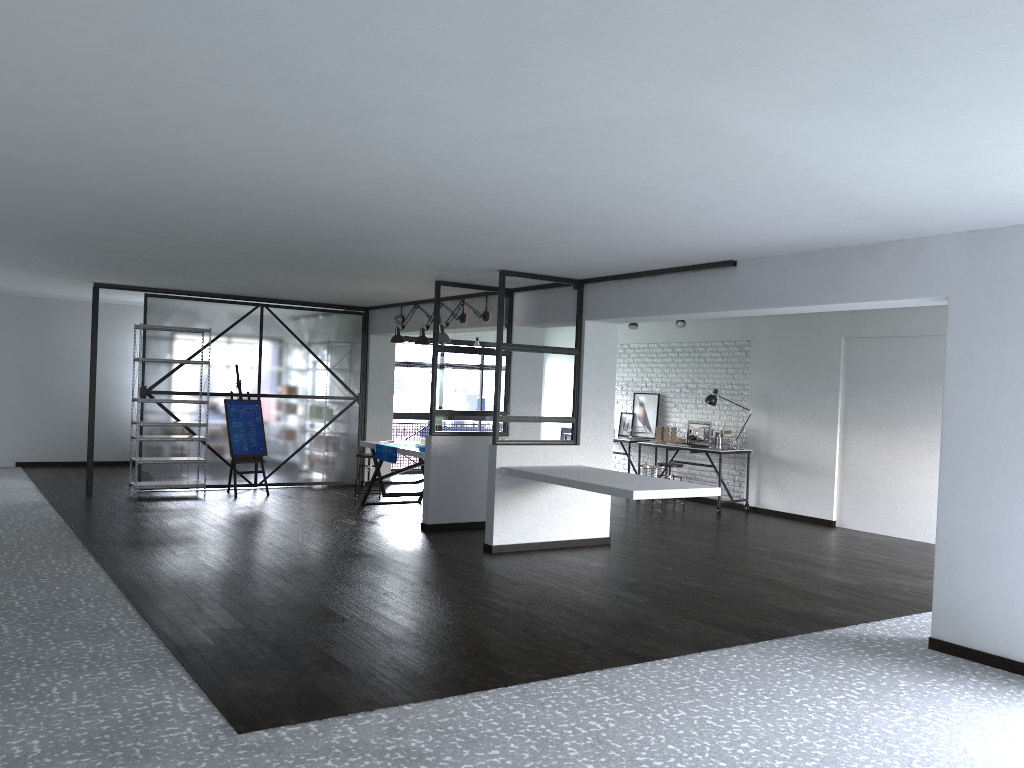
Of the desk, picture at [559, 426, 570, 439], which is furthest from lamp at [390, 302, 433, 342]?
picture at [559, 426, 570, 439]

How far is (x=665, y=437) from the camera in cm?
1120

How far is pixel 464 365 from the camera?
8.33m

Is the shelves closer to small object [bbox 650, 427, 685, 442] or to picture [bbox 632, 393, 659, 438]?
small object [bbox 650, 427, 685, 442]

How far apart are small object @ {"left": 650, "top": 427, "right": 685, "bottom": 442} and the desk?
0.5 meters

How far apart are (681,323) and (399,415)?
4.6m

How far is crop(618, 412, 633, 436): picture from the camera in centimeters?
1229cm

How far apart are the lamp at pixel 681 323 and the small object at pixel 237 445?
5.1m

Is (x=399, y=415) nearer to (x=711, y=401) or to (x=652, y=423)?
(x=652, y=423)

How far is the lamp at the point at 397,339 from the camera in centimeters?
953cm
